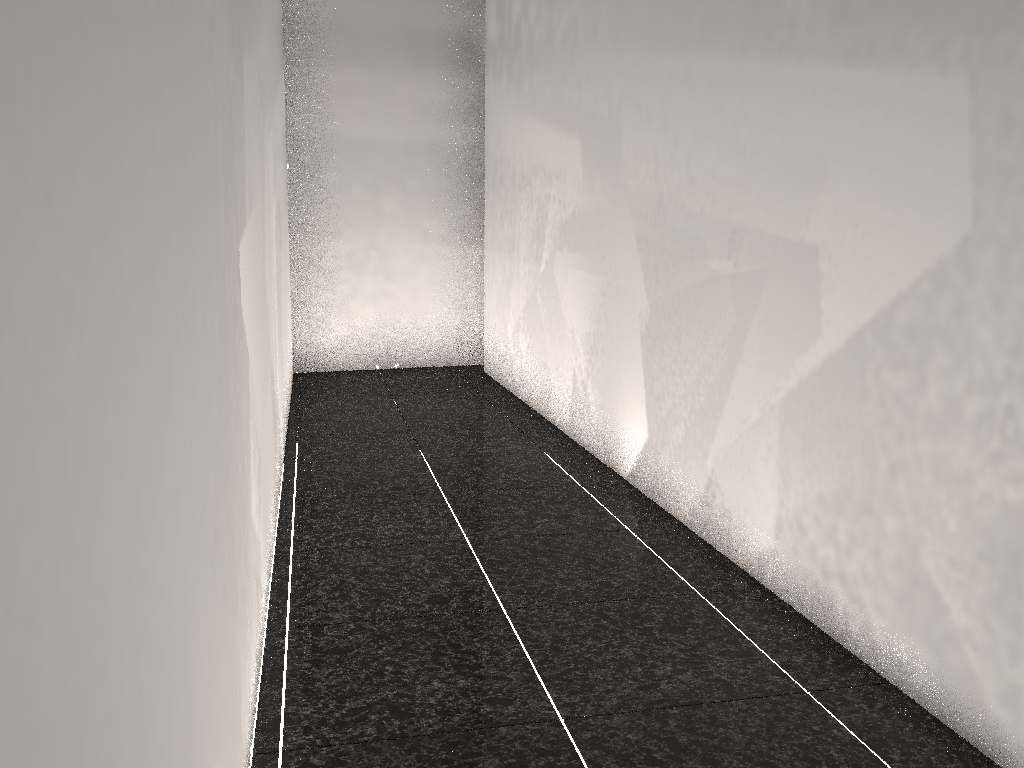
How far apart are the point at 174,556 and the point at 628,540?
2.3 meters
